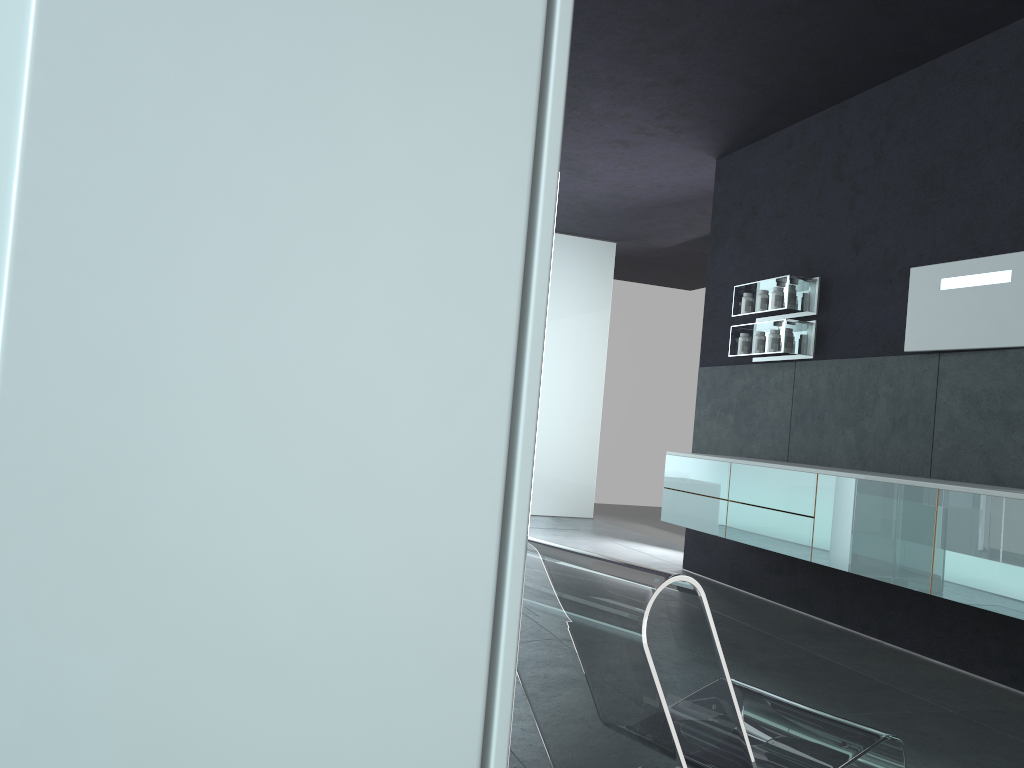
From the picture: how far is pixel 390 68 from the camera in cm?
69

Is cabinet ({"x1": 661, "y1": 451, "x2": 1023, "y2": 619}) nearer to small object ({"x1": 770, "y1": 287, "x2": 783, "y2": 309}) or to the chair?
small object ({"x1": 770, "y1": 287, "x2": 783, "y2": 309})

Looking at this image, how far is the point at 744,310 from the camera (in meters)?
7.18

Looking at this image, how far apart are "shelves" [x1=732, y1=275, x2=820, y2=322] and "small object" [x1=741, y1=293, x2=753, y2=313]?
0.07m

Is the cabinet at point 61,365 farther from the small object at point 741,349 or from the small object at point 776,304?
the small object at point 741,349

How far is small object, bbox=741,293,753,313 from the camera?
7.18m

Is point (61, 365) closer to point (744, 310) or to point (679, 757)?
point (679, 757)

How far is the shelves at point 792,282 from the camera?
6.59m

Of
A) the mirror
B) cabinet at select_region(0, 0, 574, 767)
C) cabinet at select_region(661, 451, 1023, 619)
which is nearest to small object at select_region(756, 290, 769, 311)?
cabinet at select_region(661, 451, 1023, 619)

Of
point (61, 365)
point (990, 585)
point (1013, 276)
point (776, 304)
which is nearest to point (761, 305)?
point (776, 304)
